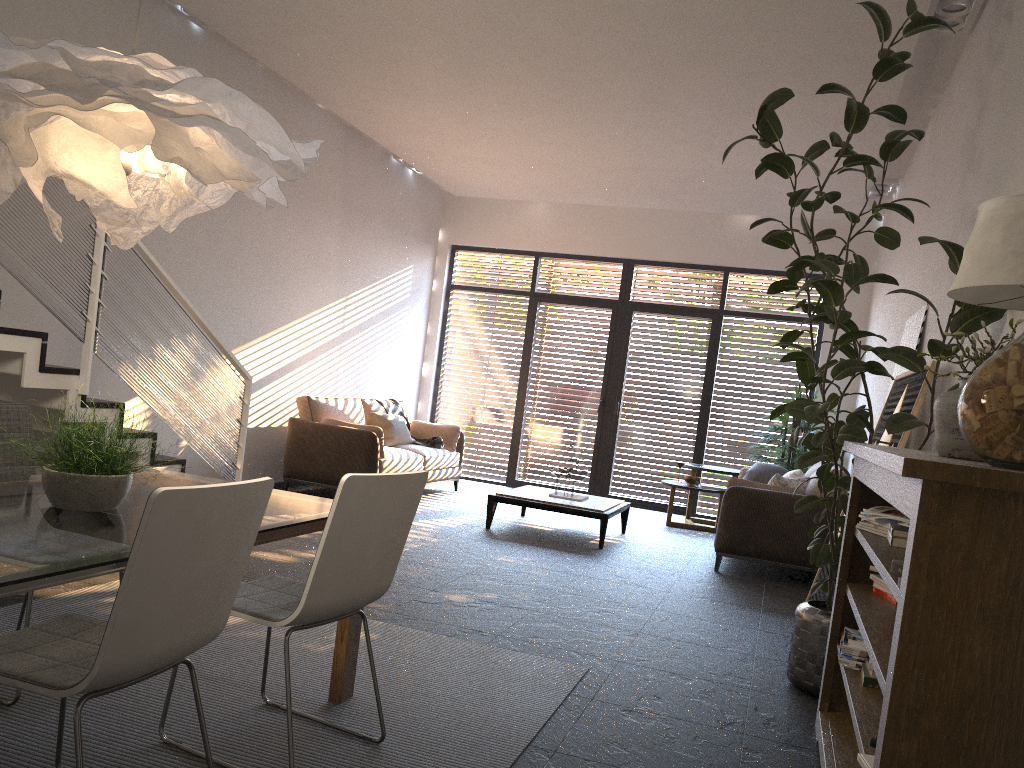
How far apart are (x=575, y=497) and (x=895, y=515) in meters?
4.7 m

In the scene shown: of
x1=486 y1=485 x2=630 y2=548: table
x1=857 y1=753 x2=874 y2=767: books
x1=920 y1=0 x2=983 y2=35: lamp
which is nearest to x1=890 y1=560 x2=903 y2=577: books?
x1=857 y1=753 x2=874 y2=767: books

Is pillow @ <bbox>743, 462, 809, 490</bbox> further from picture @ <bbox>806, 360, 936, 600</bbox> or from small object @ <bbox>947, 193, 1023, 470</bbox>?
small object @ <bbox>947, 193, 1023, 470</bbox>

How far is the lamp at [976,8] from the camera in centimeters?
476cm

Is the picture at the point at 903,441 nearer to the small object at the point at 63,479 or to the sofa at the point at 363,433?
the small object at the point at 63,479

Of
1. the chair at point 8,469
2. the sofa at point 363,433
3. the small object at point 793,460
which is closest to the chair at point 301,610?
the chair at point 8,469

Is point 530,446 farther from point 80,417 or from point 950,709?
point 950,709

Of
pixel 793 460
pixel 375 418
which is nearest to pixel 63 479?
pixel 375 418

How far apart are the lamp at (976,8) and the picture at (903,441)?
1.97m

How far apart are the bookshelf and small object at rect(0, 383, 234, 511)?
1.9m
